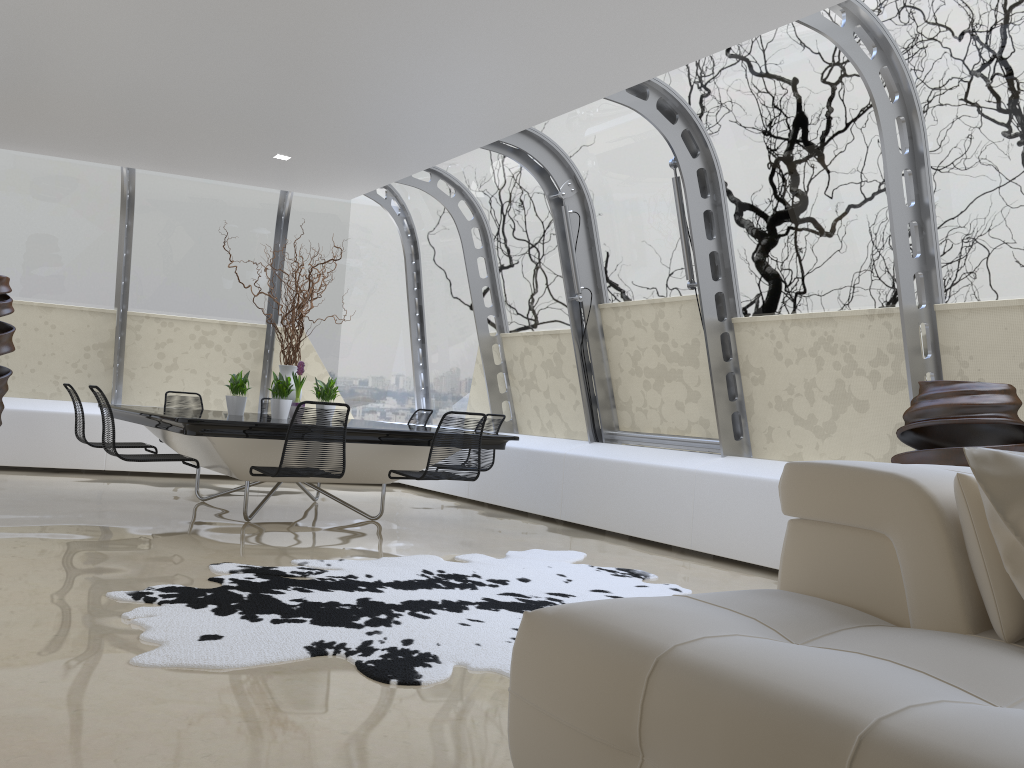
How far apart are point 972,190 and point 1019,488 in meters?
3.4

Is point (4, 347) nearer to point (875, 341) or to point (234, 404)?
point (234, 404)

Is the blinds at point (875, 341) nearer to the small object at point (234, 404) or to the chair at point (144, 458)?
the small object at point (234, 404)

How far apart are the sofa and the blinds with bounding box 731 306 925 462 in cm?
288

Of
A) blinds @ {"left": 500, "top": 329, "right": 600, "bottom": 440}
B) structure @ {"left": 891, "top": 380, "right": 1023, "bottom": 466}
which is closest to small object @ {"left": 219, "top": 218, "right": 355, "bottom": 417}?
blinds @ {"left": 500, "top": 329, "right": 600, "bottom": 440}

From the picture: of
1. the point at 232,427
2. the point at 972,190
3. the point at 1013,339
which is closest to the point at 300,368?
the point at 232,427

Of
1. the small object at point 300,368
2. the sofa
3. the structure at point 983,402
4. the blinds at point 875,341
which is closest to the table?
the small object at point 300,368

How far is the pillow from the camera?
2.0m

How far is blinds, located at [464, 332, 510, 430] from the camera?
9.2 meters

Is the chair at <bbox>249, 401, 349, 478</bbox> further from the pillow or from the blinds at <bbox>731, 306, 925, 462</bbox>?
the pillow
